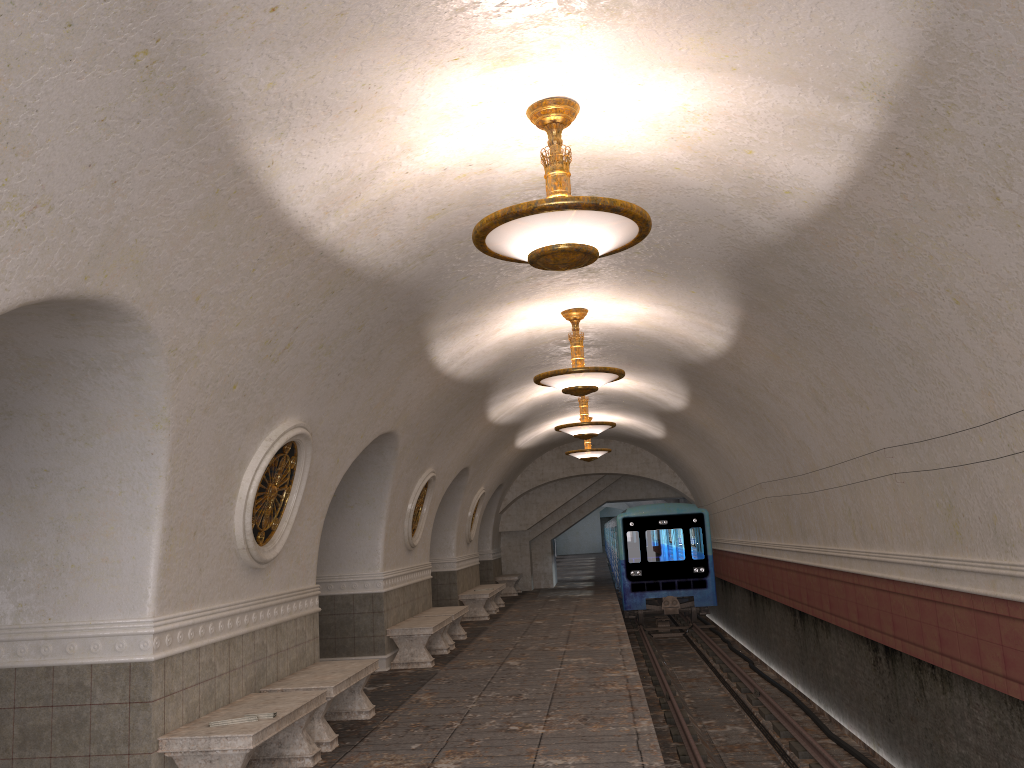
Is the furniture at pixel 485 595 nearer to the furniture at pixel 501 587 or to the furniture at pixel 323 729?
the furniture at pixel 501 587

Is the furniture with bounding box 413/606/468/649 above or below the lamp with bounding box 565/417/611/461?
below

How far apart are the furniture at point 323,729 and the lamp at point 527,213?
3.9m

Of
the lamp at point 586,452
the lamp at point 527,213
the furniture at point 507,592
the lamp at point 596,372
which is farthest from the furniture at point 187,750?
the furniture at point 507,592

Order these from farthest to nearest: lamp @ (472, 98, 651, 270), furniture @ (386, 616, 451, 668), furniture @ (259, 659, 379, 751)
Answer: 1. furniture @ (386, 616, 451, 668)
2. furniture @ (259, 659, 379, 751)
3. lamp @ (472, 98, 651, 270)

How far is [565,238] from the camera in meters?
4.7

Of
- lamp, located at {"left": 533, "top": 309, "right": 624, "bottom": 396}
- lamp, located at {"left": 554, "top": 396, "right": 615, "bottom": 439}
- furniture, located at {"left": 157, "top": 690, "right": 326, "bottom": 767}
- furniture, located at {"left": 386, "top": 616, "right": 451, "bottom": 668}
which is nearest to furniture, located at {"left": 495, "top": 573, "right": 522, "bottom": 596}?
lamp, located at {"left": 554, "top": 396, "right": 615, "bottom": 439}

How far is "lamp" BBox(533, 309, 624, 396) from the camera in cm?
932

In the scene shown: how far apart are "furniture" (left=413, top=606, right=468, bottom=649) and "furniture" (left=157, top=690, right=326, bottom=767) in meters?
6.3 m

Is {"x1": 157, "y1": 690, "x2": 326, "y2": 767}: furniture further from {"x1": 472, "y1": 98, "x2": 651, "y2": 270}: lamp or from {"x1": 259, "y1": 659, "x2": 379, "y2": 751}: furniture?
{"x1": 472, "y1": 98, "x2": 651, "y2": 270}: lamp
